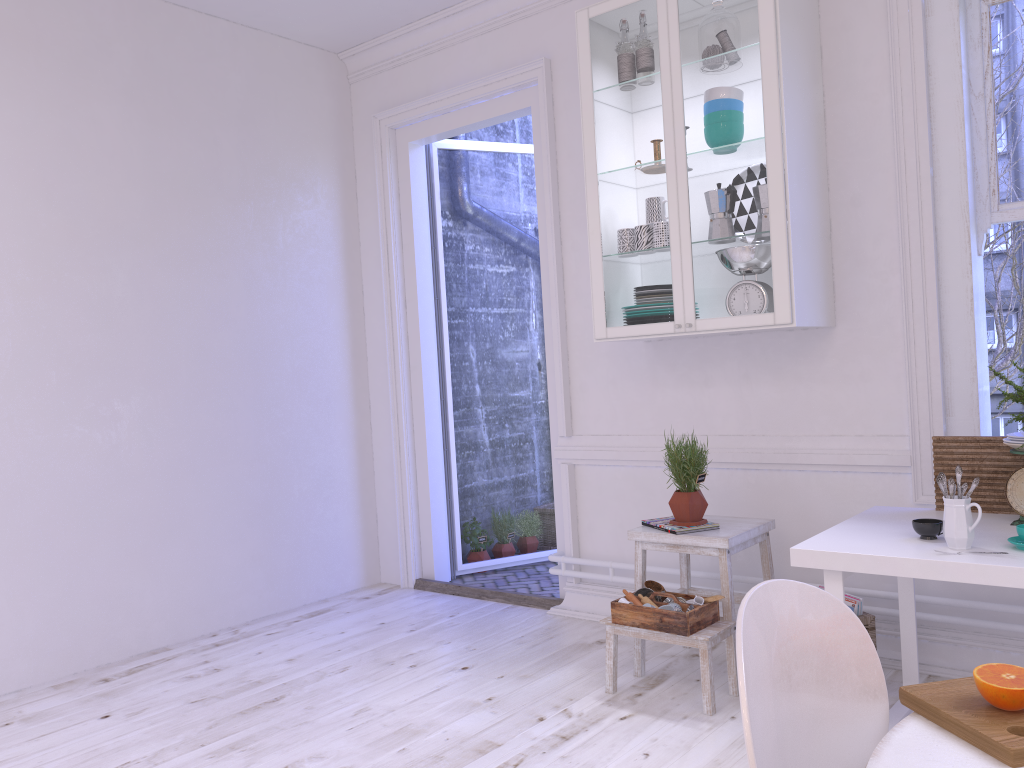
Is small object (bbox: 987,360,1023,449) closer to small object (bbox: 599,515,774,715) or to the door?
small object (bbox: 599,515,774,715)

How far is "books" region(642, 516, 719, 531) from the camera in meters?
3.2

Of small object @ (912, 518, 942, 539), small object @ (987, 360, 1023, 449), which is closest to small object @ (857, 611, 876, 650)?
small object @ (912, 518, 942, 539)

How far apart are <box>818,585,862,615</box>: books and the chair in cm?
177

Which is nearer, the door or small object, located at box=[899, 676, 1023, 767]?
small object, located at box=[899, 676, 1023, 767]

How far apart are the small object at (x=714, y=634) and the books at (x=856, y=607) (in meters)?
0.34

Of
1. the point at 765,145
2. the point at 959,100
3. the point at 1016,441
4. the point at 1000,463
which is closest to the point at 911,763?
the point at 1016,441

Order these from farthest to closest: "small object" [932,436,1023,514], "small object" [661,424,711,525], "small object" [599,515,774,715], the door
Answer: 1. the door
2. "small object" [661,424,711,525]
3. "small object" [599,515,774,715]
4. "small object" [932,436,1023,514]

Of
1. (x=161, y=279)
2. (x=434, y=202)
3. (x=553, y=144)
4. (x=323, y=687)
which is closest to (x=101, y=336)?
(x=161, y=279)

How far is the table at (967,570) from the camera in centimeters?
213cm
